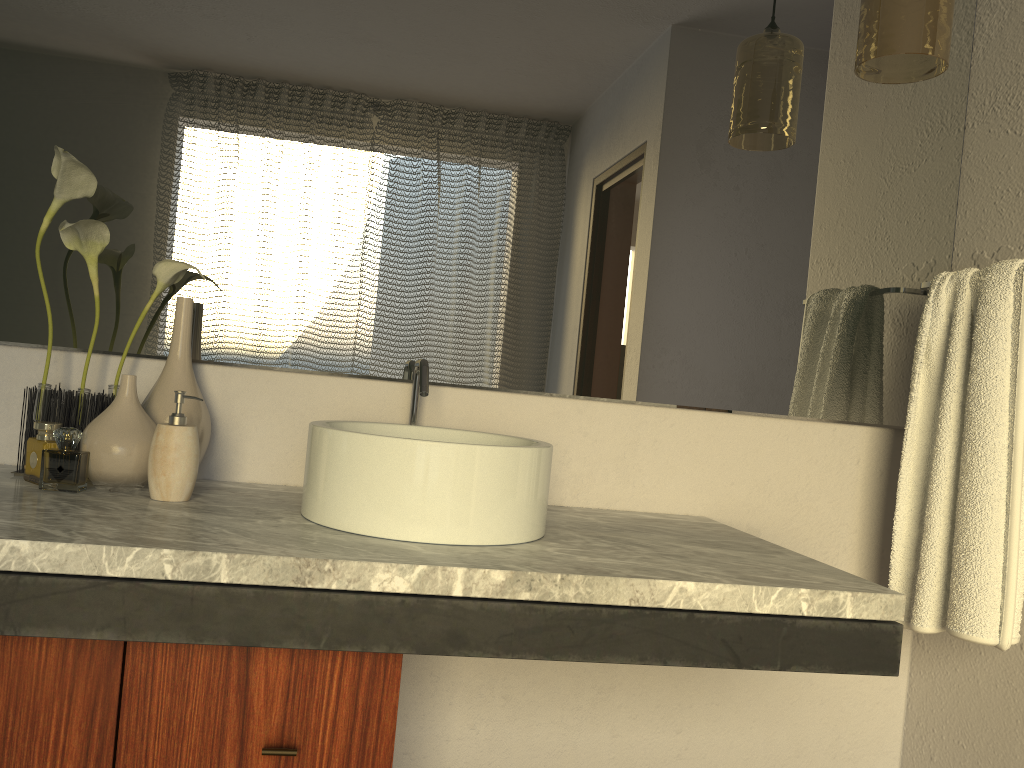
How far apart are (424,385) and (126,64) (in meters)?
0.73

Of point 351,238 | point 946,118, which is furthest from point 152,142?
point 946,118

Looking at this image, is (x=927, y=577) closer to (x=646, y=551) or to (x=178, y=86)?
(x=646, y=551)

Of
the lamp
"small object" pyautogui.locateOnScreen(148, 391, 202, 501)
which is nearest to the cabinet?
"small object" pyautogui.locateOnScreen(148, 391, 202, 501)

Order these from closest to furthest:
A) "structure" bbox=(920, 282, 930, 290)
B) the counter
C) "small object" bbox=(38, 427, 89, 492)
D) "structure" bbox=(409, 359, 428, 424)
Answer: the counter → "structure" bbox=(409, 359, 428, 424) → "structure" bbox=(920, 282, 930, 290) → "small object" bbox=(38, 427, 89, 492)

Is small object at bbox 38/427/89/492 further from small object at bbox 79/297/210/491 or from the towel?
the towel

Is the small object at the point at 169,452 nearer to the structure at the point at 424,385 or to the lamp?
the structure at the point at 424,385

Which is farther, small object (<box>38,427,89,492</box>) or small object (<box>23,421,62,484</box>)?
small object (<box>38,427,89,492</box>)

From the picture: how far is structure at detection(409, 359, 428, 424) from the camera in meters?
1.4 m

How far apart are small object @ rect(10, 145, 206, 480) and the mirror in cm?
4
